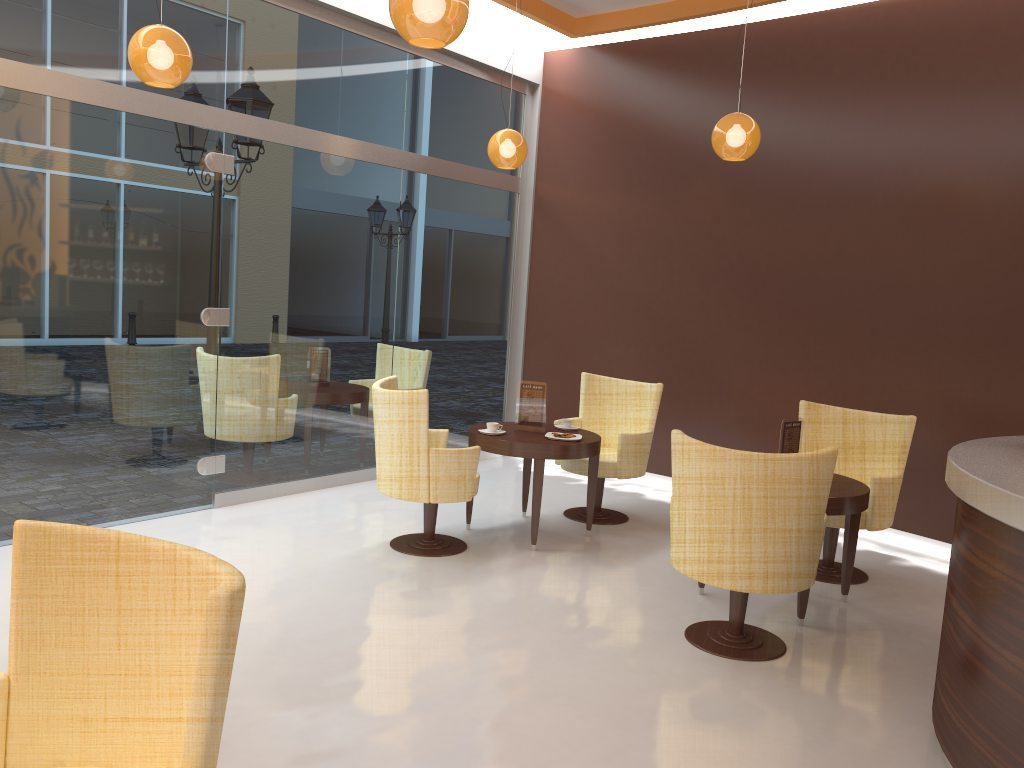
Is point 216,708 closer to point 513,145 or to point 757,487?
point 757,487

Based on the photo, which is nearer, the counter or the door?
the counter

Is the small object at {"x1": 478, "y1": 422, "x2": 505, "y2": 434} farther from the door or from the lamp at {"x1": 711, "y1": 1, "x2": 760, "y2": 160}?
the lamp at {"x1": 711, "y1": 1, "x2": 760, "y2": 160}

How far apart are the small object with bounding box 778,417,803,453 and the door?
3.6 meters

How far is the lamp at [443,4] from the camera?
3.2 meters

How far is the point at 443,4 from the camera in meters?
3.2

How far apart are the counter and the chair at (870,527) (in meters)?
1.23

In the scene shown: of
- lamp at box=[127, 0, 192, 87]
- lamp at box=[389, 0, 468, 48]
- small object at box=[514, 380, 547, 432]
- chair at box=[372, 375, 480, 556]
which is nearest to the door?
lamp at box=[127, 0, 192, 87]

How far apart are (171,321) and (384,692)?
3.13m

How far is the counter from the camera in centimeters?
270cm
